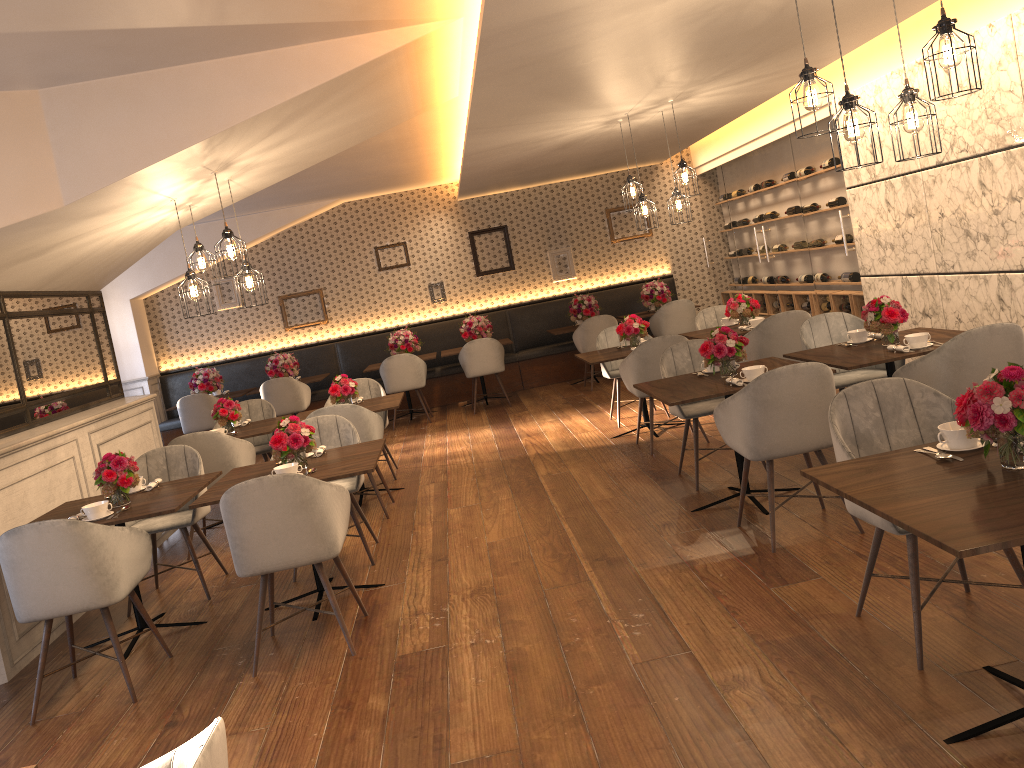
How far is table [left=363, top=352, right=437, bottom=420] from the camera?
11.0m

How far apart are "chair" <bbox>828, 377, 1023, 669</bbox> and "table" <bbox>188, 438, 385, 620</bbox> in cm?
217

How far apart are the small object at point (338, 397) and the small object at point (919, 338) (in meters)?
4.03

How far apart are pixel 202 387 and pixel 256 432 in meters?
4.5 m

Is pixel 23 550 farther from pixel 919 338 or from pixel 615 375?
pixel 615 375

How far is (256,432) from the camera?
6.68m

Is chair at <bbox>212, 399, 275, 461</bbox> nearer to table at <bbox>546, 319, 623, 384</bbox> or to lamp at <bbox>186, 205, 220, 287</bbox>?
lamp at <bbox>186, 205, 220, 287</bbox>

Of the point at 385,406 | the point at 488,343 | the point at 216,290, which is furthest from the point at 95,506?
the point at 216,290

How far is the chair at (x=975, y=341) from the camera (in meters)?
4.16

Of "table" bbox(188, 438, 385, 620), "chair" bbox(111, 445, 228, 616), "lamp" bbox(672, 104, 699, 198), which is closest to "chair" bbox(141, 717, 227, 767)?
"table" bbox(188, 438, 385, 620)
